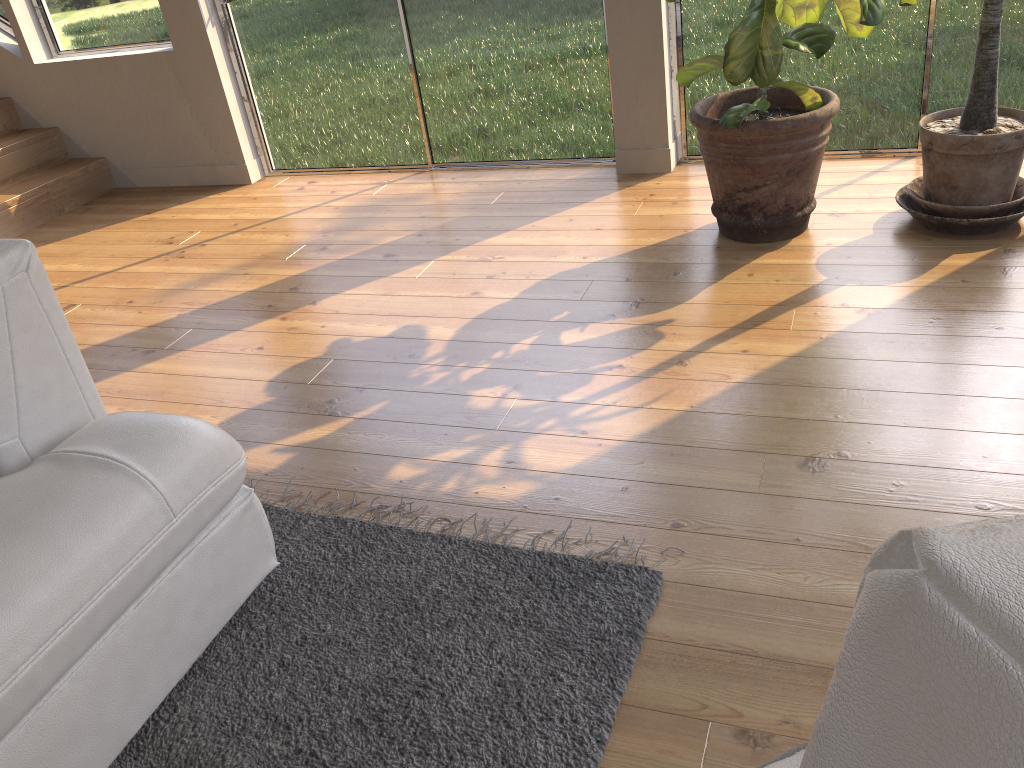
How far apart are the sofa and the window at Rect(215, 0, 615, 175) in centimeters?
276cm

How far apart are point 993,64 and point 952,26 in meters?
0.8

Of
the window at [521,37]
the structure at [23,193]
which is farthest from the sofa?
the structure at [23,193]

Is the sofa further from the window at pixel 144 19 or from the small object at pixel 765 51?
the window at pixel 144 19

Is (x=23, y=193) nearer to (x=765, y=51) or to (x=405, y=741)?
(x=765, y=51)

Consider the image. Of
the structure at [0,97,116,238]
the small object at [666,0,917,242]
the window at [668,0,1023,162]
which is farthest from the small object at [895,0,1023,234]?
the structure at [0,97,116,238]

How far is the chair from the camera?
0.32m

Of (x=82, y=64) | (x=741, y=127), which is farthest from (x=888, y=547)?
(x=82, y=64)

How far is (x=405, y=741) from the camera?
1.5m

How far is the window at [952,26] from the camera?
3.34m
